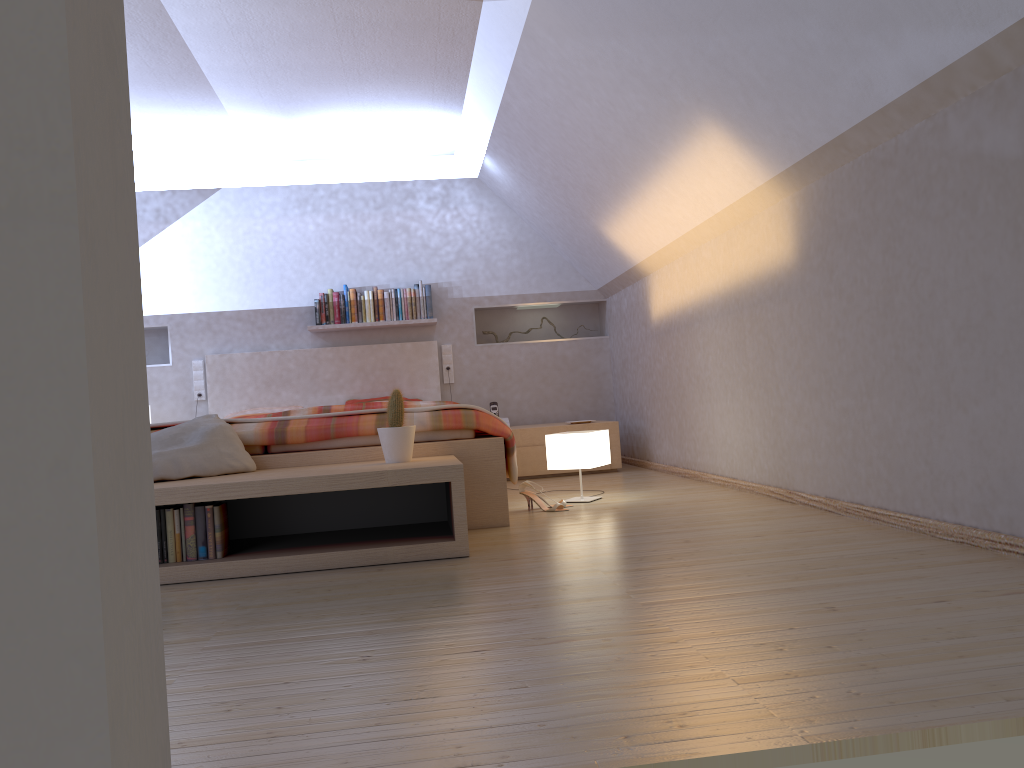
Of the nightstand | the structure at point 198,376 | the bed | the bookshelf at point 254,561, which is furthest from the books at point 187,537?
the structure at point 198,376

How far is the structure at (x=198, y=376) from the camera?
6.4m

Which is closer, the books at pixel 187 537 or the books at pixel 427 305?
the books at pixel 187 537

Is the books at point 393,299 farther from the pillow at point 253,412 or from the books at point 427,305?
the pillow at point 253,412

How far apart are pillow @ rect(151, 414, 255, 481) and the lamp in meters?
1.5

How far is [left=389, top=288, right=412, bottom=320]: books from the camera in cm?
636

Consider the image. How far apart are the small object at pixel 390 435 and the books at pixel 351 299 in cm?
315

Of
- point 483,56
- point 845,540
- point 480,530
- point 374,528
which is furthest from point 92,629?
point 483,56

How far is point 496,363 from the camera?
6.6 meters

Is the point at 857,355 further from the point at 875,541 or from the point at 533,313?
the point at 533,313
